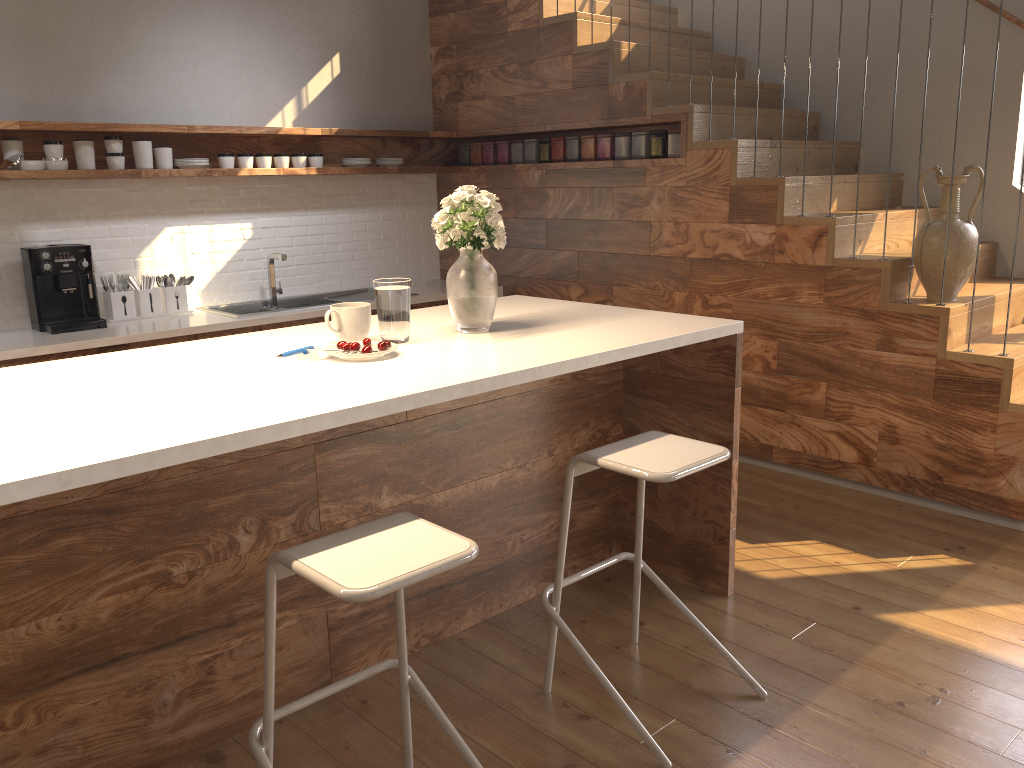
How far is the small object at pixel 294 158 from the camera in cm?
500

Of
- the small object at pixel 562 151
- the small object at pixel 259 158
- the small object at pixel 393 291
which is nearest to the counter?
the small object at pixel 259 158

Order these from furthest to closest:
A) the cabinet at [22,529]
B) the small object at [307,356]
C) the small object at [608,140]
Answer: the small object at [608,140], the small object at [307,356], the cabinet at [22,529]

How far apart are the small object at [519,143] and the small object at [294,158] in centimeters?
126cm

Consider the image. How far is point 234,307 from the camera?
5.0 meters

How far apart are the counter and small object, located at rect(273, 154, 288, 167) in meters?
0.9 m

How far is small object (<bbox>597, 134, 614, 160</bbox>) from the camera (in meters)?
4.84

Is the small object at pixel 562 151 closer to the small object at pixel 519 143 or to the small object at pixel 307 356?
the small object at pixel 519 143

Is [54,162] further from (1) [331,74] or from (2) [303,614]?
(2) [303,614]

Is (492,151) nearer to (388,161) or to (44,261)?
(388,161)
